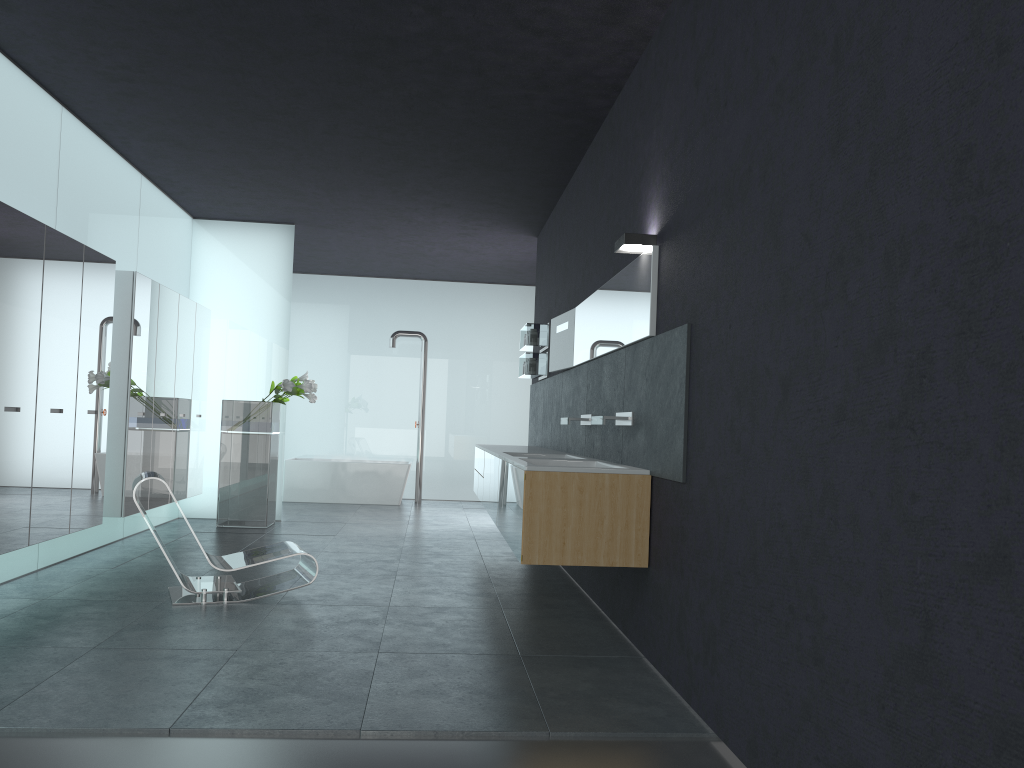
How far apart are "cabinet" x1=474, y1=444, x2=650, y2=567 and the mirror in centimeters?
79cm

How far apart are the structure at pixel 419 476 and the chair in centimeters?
753cm

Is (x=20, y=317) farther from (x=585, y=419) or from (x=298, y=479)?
(x=298, y=479)

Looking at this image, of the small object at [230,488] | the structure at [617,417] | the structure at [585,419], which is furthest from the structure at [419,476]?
the structure at [617,417]

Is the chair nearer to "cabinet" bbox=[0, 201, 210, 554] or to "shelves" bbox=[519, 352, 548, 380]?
"cabinet" bbox=[0, 201, 210, 554]

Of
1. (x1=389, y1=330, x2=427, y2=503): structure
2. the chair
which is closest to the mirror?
the chair

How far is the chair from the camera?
6.1m

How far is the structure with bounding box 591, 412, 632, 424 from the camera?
5.61m

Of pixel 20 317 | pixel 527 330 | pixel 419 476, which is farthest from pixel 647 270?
pixel 419 476

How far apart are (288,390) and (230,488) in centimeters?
135cm
